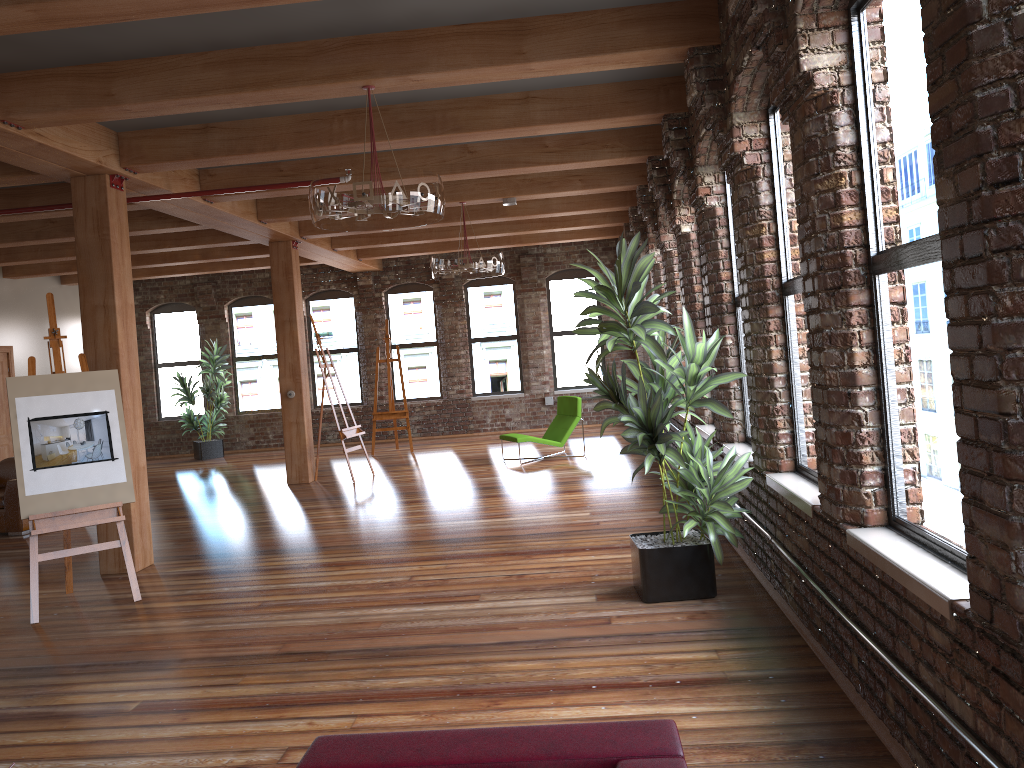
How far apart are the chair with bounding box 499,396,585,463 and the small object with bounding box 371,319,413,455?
2.72m

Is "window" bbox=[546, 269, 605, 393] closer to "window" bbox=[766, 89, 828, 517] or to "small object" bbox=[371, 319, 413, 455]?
"small object" bbox=[371, 319, 413, 455]

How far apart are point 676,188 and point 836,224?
4.3 meters

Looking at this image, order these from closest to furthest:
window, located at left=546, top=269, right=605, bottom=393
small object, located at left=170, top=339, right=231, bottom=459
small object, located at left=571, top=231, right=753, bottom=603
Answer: small object, located at left=571, top=231, right=753, bottom=603, small object, located at left=170, top=339, right=231, bottom=459, window, located at left=546, top=269, right=605, bottom=393

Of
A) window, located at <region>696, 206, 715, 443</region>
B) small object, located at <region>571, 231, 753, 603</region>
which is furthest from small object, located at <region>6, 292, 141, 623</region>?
window, located at <region>696, 206, 715, 443</region>

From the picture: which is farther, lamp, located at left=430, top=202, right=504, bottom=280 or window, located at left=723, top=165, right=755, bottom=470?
lamp, located at left=430, top=202, right=504, bottom=280

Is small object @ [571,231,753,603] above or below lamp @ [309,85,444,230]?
below

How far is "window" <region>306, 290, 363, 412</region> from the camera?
16.2 meters

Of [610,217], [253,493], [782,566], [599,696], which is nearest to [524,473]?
[253,493]

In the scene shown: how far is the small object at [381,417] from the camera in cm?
1400
